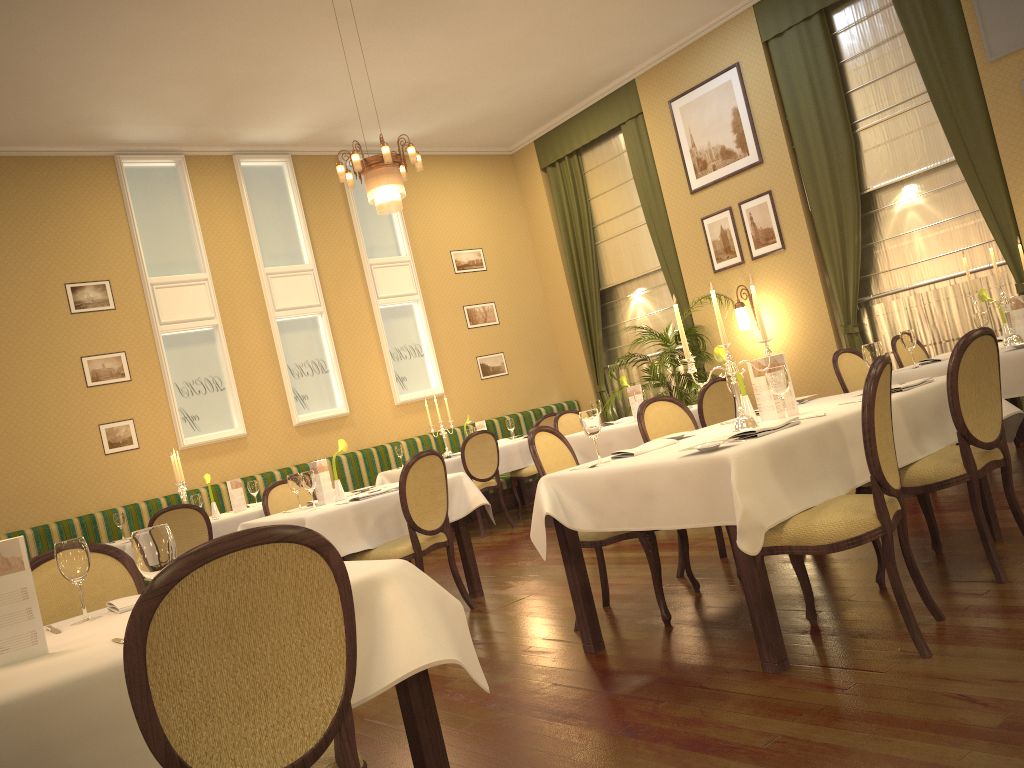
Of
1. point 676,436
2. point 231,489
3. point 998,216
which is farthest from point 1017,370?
point 231,489

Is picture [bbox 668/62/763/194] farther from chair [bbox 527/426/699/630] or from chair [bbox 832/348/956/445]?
chair [bbox 527/426/699/630]

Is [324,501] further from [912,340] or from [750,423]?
[912,340]

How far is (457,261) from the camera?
11.05m

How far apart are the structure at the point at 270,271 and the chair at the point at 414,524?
4.6m

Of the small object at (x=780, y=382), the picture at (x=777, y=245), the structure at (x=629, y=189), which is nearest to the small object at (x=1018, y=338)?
the small object at (x=780, y=382)

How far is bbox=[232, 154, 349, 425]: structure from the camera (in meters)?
9.47

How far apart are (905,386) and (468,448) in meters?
4.8 m

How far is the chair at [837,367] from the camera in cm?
586

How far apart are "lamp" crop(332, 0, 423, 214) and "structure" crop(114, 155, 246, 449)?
3.1m
